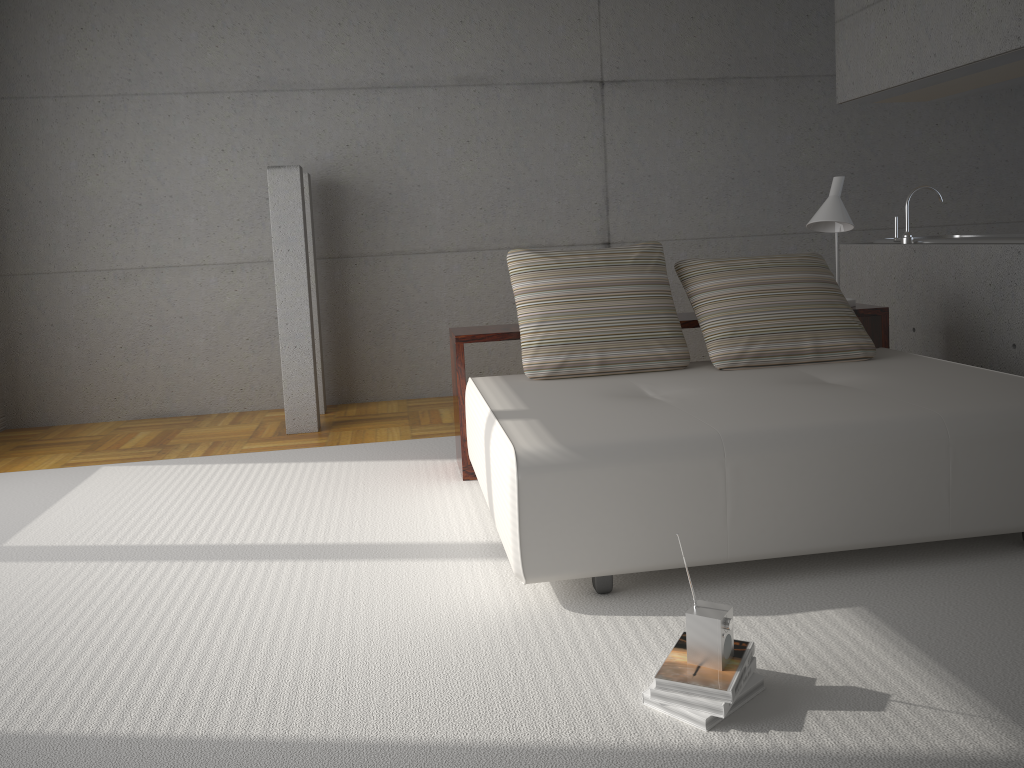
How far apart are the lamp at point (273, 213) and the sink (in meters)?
3.66

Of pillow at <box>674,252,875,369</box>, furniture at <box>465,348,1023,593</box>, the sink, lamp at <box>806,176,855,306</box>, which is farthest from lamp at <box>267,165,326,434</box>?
the sink

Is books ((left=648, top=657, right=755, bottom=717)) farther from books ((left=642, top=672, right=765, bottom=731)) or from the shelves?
the shelves

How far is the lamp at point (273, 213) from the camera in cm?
544

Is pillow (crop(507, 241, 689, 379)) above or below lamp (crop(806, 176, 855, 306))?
below

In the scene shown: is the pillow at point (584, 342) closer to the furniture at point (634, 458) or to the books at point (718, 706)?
the furniture at point (634, 458)

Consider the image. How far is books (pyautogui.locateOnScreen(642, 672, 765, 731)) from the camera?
2.1m

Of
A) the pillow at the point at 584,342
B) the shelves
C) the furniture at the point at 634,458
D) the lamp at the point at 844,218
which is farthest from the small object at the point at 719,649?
the lamp at the point at 844,218

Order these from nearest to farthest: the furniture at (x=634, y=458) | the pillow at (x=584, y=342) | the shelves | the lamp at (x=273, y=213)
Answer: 1. the furniture at (x=634, y=458)
2. the pillow at (x=584, y=342)
3. the shelves
4. the lamp at (x=273, y=213)

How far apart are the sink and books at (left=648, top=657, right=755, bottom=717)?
3.28m
